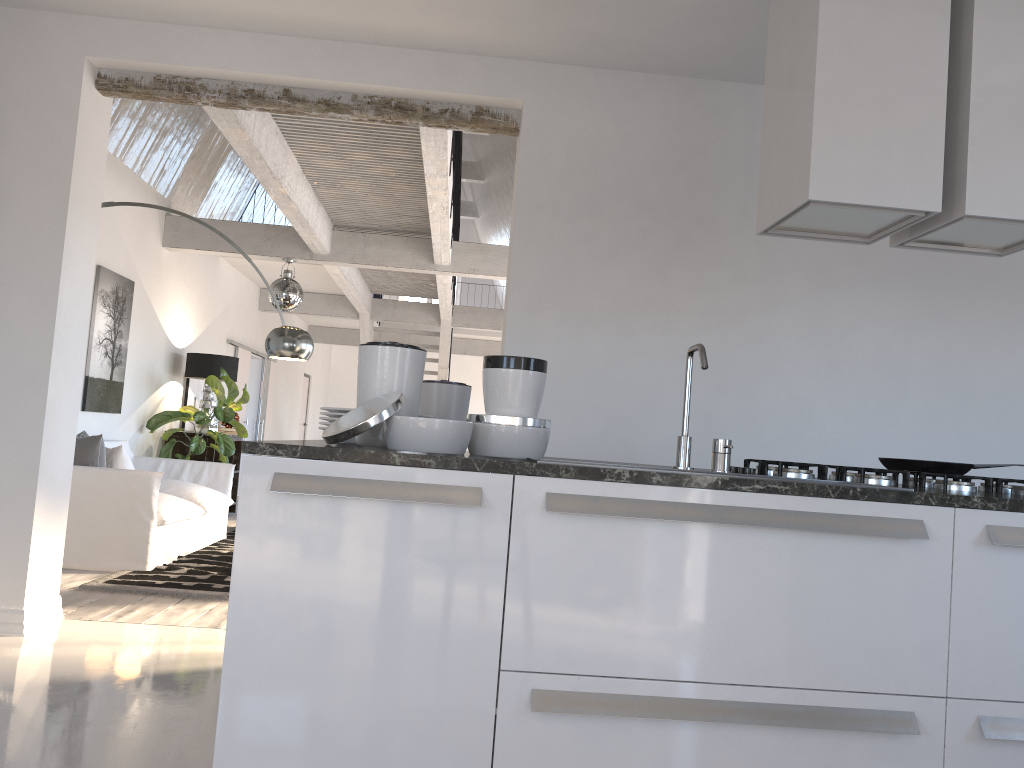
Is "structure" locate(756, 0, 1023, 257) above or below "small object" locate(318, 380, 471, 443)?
above

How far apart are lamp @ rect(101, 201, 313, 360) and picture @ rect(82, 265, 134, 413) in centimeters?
208cm

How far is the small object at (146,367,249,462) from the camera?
8.4 meters

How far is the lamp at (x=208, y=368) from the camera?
9.0m

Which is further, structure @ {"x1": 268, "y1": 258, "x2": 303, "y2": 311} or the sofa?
structure @ {"x1": 268, "y1": 258, "x2": 303, "y2": 311}

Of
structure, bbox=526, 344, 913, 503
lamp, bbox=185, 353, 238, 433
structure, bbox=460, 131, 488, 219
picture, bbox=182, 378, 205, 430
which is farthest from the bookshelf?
structure, bbox=460, 131, 488, 219

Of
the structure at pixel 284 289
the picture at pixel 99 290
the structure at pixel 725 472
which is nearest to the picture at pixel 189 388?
the structure at pixel 284 289

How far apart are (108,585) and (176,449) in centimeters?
396cm

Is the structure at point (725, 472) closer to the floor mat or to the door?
the floor mat

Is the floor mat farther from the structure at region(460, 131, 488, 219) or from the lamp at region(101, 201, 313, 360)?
the structure at region(460, 131, 488, 219)
